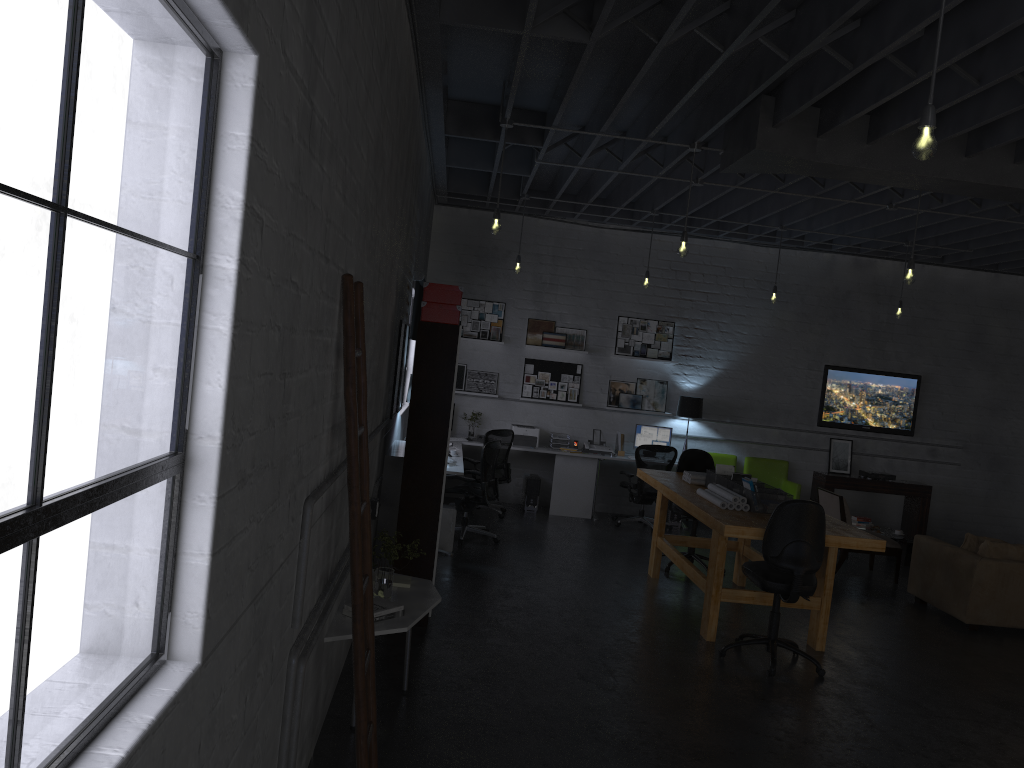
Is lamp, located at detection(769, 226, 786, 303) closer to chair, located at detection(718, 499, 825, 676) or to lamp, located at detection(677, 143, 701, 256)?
lamp, located at detection(677, 143, 701, 256)

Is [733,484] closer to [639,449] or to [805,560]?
[805,560]

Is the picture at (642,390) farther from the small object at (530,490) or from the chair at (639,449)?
the small object at (530,490)

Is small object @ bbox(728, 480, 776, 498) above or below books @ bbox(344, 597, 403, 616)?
above

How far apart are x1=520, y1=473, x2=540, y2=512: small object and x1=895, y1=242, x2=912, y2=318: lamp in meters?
4.6 m

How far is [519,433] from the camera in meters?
11.0

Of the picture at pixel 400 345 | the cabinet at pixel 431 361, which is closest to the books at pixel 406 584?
the cabinet at pixel 431 361

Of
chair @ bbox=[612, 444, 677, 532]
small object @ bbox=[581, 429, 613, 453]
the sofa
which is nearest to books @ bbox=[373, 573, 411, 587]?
the sofa

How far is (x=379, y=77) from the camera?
3.8m

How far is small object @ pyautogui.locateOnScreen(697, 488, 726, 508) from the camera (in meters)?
6.57
